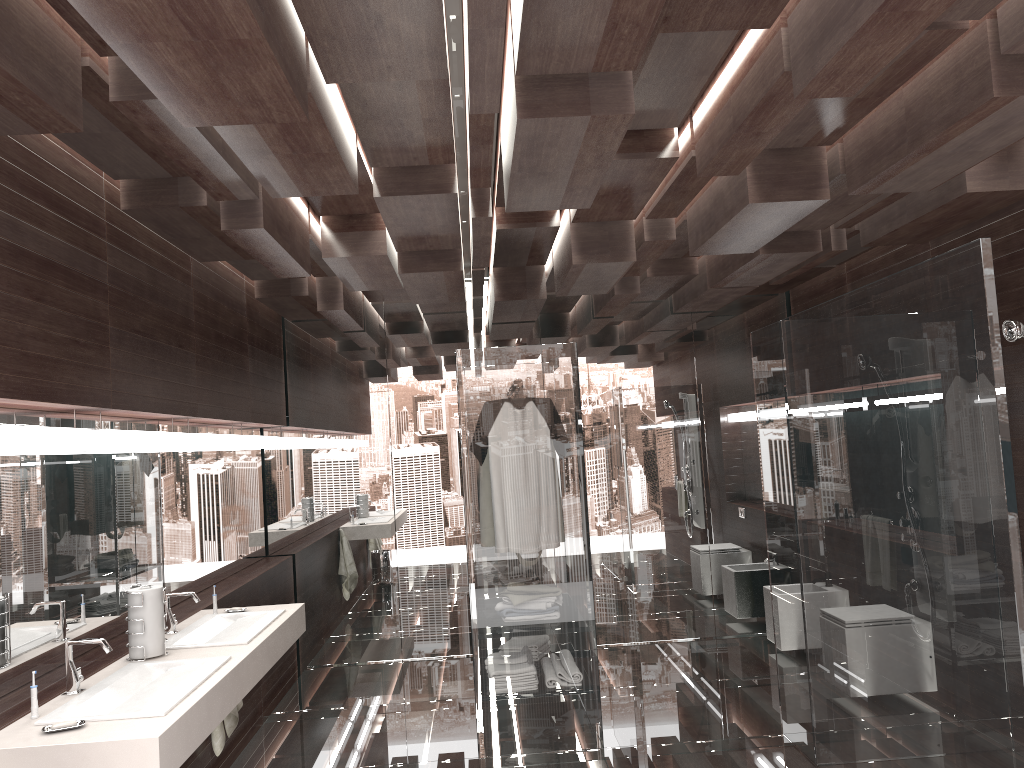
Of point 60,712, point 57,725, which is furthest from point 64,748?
point 60,712

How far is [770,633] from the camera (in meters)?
6.01

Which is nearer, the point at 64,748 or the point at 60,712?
the point at 64,748

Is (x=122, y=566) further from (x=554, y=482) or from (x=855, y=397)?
(x=855, y=397)

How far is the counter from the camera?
2.3m

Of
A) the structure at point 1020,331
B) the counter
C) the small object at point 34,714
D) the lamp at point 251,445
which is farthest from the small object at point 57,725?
the structure at point 1020,331

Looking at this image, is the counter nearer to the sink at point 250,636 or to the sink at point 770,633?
the sink at point 250,636

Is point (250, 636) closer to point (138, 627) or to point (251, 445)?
point (138, 627)

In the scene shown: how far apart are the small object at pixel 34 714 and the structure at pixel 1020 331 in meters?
3.6 m

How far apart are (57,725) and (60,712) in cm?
18
